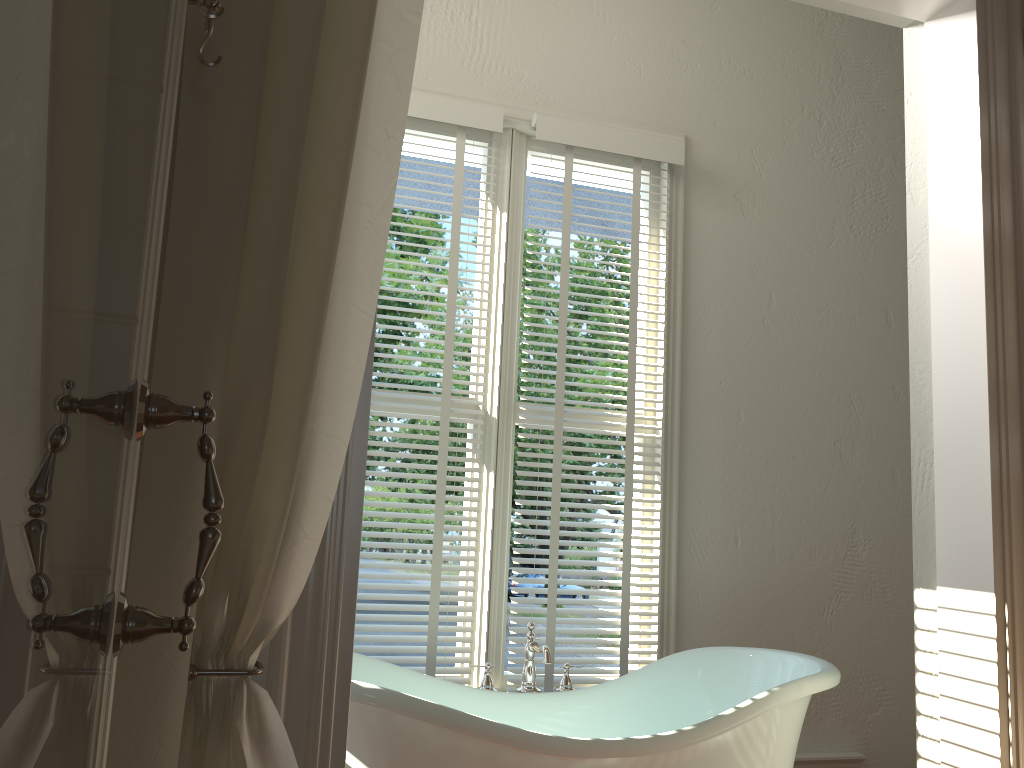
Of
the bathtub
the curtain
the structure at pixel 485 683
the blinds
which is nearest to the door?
the curtain

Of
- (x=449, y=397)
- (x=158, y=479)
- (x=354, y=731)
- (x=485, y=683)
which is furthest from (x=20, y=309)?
(x=449, y=397)

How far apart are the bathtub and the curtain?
0.64m

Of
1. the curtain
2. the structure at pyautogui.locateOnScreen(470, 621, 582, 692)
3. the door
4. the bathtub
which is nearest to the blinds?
the structure at pyautogui.locateOnScreen(470, 621, 582, 692)

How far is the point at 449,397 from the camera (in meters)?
2.95

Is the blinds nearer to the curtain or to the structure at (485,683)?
the structure at (485,683)

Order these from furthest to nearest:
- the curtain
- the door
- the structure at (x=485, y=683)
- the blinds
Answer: the blinds, the structure at (x=485, y=683), the curtain, the door

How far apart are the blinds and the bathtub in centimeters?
31cm

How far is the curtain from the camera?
1.2 meters

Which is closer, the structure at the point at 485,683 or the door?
the door
